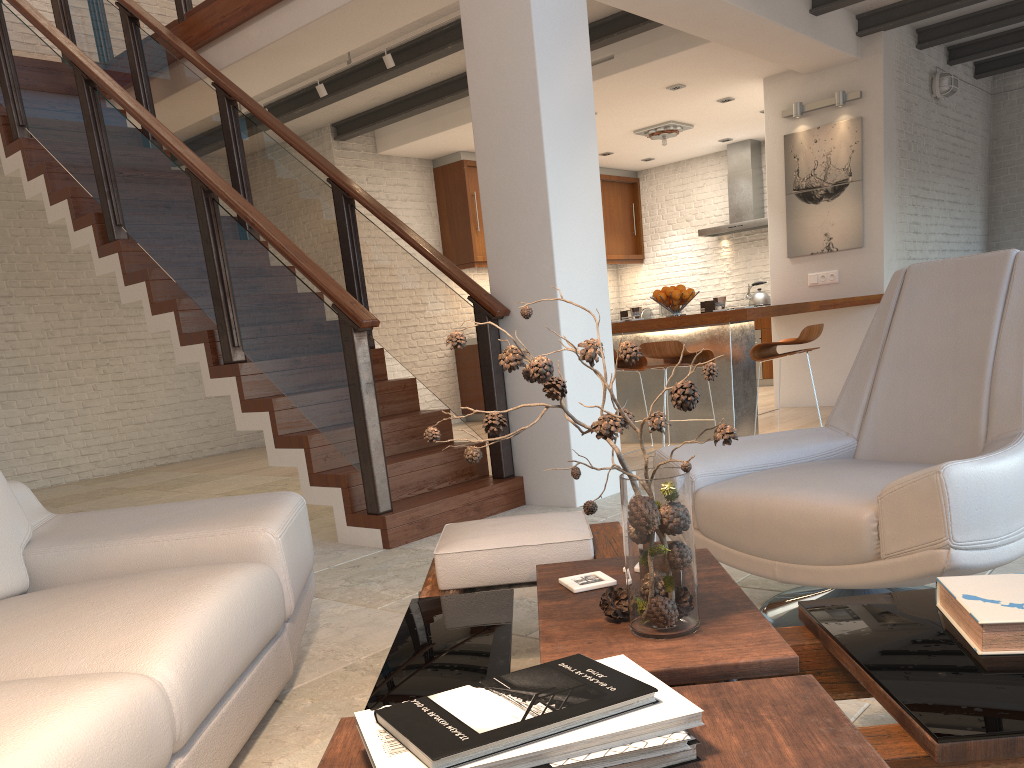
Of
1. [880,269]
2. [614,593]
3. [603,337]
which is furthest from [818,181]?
[614,593]

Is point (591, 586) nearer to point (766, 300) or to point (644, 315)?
point (766, 300)

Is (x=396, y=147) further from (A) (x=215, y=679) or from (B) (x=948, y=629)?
(B) (x=948, y=629)

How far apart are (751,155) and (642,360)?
5.3m

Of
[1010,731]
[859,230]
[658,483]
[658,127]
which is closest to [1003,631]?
[1010,731]

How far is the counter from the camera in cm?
601

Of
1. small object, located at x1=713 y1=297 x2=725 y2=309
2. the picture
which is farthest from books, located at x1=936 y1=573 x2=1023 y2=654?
the picture

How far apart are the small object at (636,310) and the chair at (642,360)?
0.4 meters

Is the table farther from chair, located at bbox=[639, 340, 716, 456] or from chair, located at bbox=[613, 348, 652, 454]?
chair, located at bbox=[613, 348, 652, 454]

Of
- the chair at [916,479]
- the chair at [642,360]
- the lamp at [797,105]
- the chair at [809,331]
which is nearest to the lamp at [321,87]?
the chair at [642,360]
